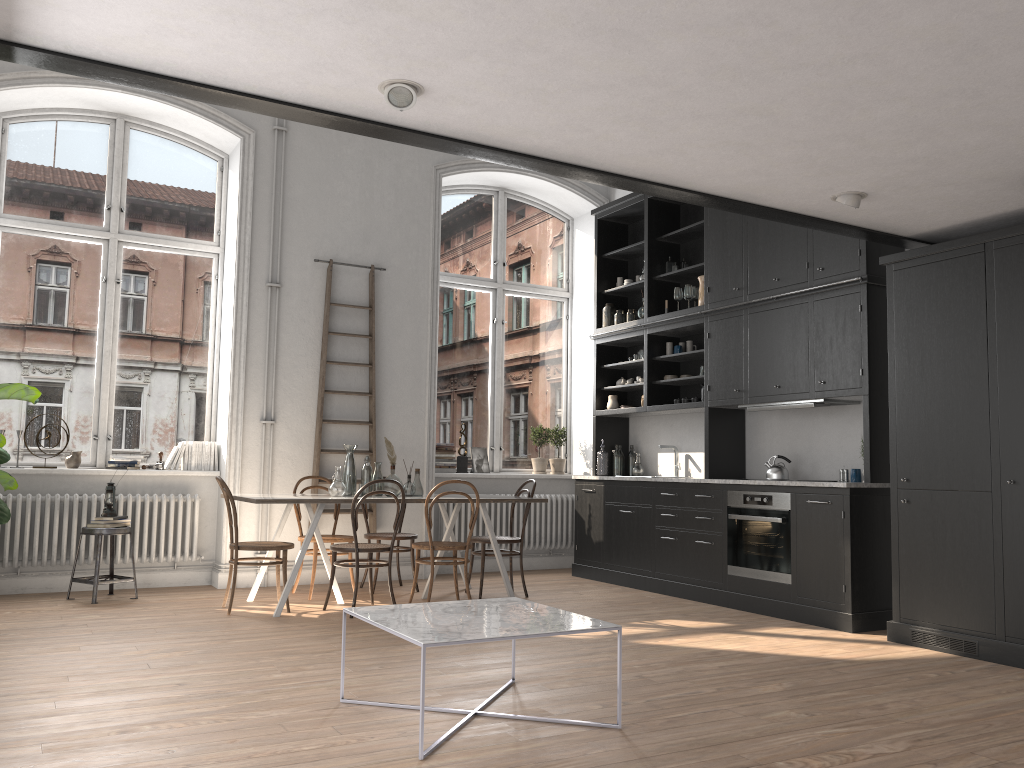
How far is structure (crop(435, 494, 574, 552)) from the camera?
8.4m

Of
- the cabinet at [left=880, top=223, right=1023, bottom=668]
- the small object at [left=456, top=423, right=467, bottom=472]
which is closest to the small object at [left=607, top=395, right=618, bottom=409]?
the small object at [left=456, top=423, right=467, bottom=472]

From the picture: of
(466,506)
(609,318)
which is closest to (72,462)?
(466,506)

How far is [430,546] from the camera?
6.2m

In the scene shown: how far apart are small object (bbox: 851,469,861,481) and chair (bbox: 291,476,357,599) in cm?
373

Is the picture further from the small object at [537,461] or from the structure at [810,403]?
the structure at [810,403]

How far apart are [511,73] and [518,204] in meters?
6.1 m

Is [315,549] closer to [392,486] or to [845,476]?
[392,486]

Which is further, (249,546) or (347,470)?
(347,470)

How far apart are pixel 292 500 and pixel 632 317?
3.9 meters
